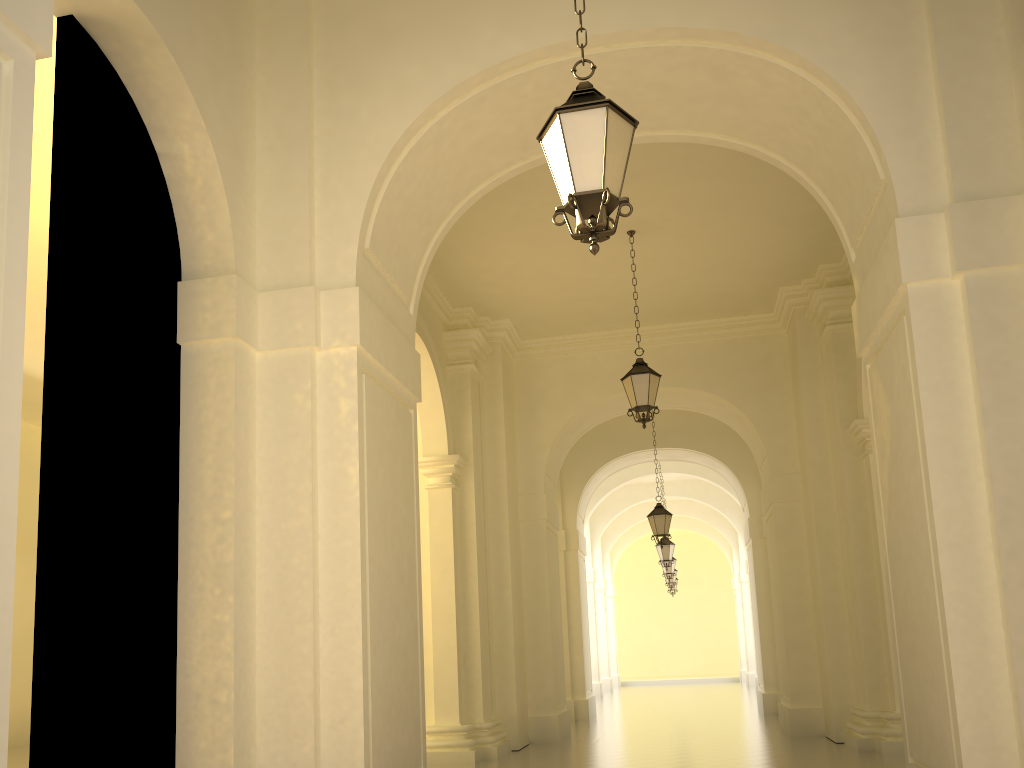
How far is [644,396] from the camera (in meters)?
10.66

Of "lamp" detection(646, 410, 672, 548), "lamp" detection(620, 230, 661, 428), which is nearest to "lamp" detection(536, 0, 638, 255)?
"lamp" detection(620, 230, 661, 428)

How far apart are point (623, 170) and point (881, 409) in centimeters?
311cm

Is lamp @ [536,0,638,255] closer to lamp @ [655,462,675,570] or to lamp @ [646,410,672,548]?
lamp @ [646,410,672,548]

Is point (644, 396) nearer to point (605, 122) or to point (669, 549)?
point (605, 122)

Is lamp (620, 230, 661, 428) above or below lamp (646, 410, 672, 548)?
above

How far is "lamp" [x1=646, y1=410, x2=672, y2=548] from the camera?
16.5 meters

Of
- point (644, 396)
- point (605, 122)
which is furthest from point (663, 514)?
point (605, 122)

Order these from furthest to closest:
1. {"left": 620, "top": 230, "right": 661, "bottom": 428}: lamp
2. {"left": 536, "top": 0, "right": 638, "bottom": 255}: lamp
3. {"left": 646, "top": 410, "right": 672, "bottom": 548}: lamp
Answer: {"left": 646, "top": 410, "right": 672, "bottom": 548}: lamp < {"left": 620, "top": 230, "right": 661, "bottom": 428}: lamp < {"left": 536, "top": 0, "right": 638, "bottom": 255}: lamp

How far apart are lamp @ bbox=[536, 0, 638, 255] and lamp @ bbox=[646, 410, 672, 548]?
12.6 meters
